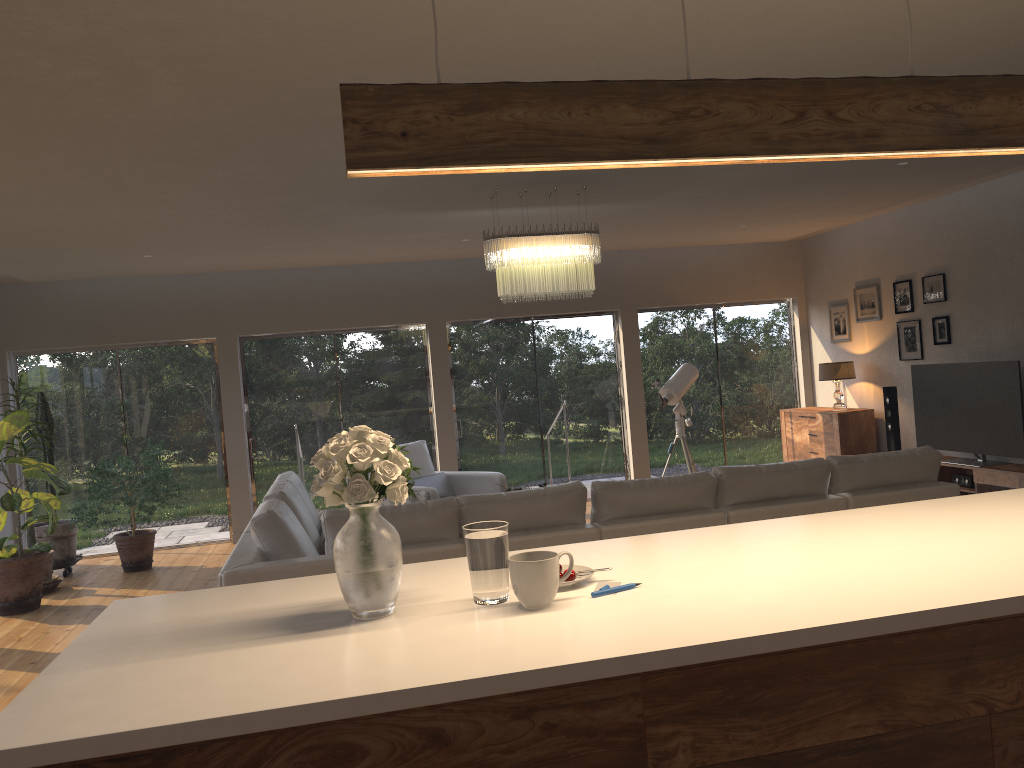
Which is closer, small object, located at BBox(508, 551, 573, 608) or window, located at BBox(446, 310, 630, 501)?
small object, located at BBox(508, 551, 573, 608)

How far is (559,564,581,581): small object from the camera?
2.22m

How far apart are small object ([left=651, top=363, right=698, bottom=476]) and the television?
2.06m

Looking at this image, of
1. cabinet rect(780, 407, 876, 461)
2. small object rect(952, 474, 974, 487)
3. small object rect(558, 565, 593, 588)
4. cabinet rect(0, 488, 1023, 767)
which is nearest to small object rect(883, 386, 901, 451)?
cabinet rect(780, 407, 876, 461)

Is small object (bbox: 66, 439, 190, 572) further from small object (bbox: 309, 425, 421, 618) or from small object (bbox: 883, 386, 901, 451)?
small object (bbox: 883, 386, 901, 451)

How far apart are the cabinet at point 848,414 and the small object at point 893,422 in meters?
0.5 m

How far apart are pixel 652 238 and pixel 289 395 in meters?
4.1

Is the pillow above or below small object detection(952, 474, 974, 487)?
above

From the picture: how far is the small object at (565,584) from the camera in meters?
2.2

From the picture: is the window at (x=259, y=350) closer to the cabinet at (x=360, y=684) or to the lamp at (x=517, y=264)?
the lamp at (x=517, y=264)
